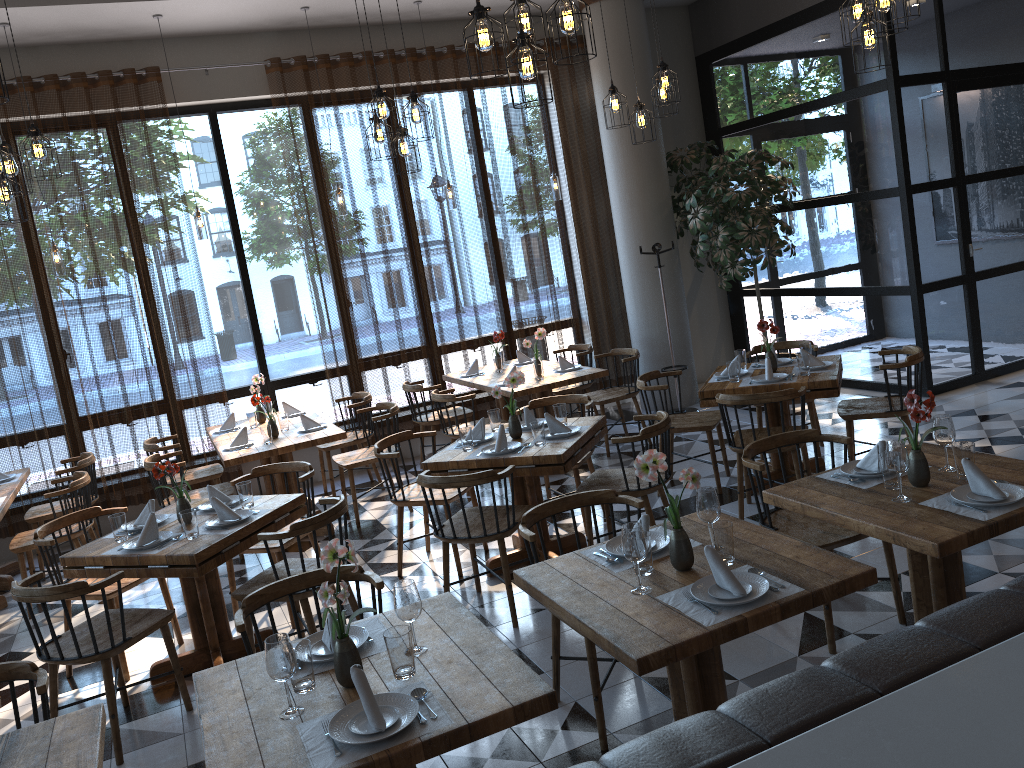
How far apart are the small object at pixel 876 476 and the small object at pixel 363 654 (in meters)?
1.89

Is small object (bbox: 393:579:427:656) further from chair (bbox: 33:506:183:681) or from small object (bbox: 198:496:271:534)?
chair (bbox: 33:506:183:681)

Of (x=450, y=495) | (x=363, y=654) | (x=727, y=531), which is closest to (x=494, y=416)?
(x=450, y=495)

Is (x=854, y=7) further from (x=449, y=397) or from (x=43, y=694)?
(x=43, y=694)

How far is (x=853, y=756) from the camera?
1.22m

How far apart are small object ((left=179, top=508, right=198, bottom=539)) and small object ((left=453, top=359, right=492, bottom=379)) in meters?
3.9 m

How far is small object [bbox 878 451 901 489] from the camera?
3.32m

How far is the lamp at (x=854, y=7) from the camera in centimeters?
454cm

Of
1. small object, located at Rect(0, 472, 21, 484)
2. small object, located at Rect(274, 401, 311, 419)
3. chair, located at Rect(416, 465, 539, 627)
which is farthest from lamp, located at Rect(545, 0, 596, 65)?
small object, located at Rect(0, 472, 21, 484)

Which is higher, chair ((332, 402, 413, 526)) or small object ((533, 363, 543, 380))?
small object ((533, 363, 543, 380))
